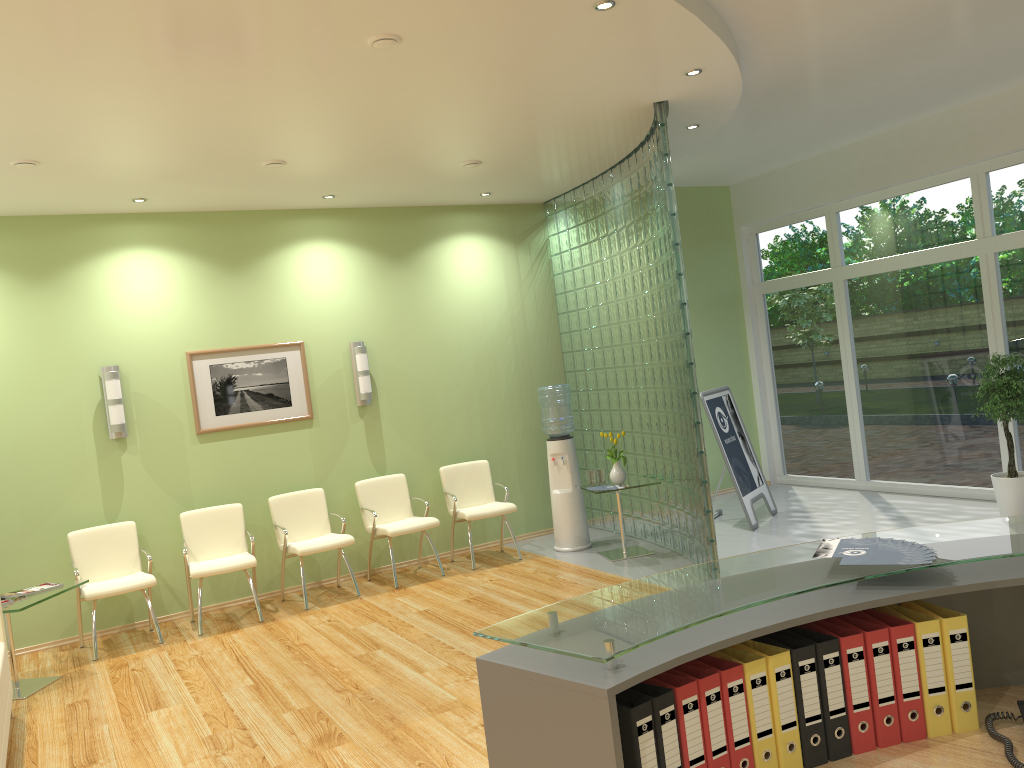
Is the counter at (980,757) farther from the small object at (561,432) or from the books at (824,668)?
the small object at (561,432)

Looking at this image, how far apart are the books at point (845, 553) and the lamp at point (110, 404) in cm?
604

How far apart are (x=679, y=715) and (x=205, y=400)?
6.30m

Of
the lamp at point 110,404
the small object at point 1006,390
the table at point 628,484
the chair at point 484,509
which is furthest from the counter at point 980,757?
the lamp at point 110,404

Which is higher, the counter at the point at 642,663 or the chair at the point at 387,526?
the counter at the point at 642,663

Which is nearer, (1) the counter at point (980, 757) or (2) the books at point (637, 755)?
(2) the books at point (637, 755)

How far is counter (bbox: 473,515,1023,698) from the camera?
1.9 meters

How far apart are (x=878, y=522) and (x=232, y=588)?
5.57m

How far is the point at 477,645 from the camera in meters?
5.6

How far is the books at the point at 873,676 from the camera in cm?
212
